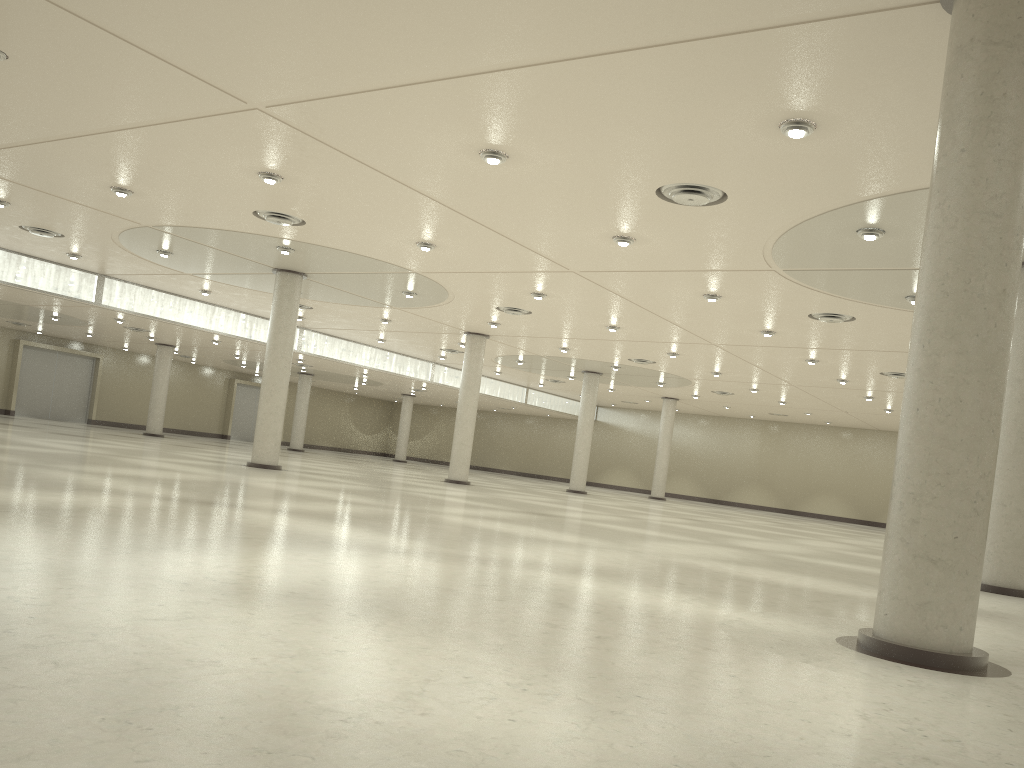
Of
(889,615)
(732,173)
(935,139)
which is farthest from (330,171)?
(889,615)
